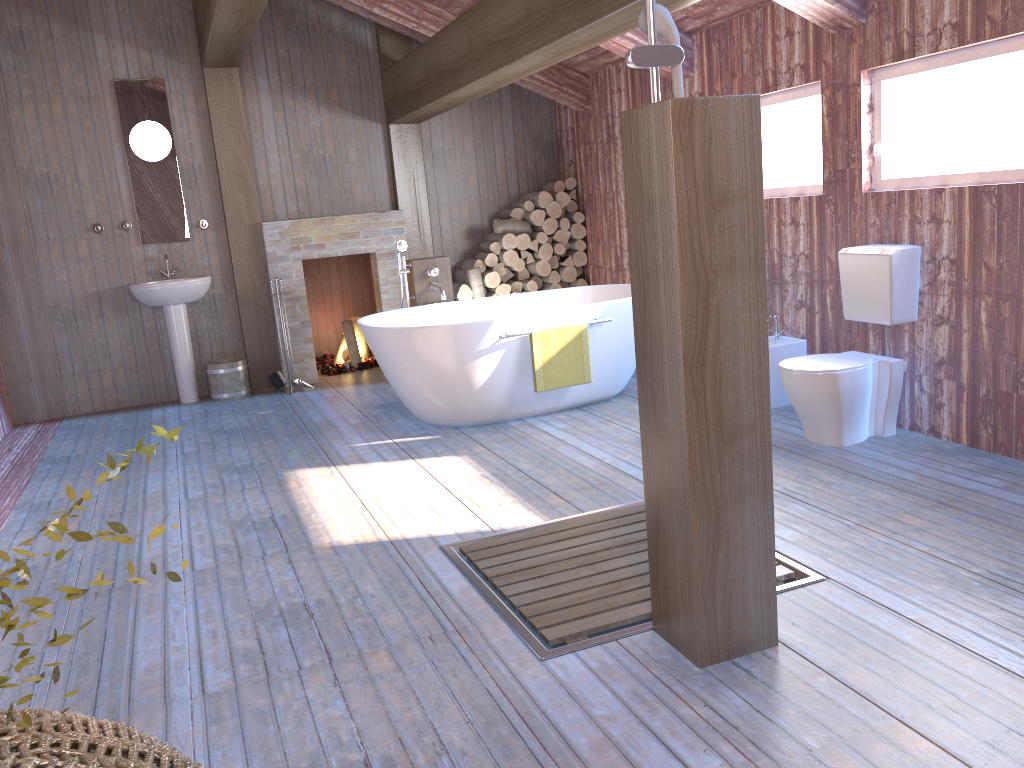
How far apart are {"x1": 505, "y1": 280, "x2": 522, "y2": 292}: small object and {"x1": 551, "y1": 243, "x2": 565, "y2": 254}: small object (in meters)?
0.43

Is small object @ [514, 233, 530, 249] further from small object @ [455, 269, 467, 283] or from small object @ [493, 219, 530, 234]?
small object @ [455, 269, 467, 283]

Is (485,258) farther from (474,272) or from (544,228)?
(544,228)

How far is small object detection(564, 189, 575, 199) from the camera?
7.5m

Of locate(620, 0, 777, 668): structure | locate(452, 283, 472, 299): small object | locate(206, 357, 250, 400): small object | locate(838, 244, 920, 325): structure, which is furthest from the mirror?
locate(620, 0, 777, 668): structure

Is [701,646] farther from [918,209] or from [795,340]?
[795,340]

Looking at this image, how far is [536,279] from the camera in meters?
7.6 m

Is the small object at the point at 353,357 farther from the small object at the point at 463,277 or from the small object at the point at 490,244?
the small object at the point at 490,244

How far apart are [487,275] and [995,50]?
4.22m

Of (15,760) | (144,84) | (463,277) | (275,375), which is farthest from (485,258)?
(15,760)
